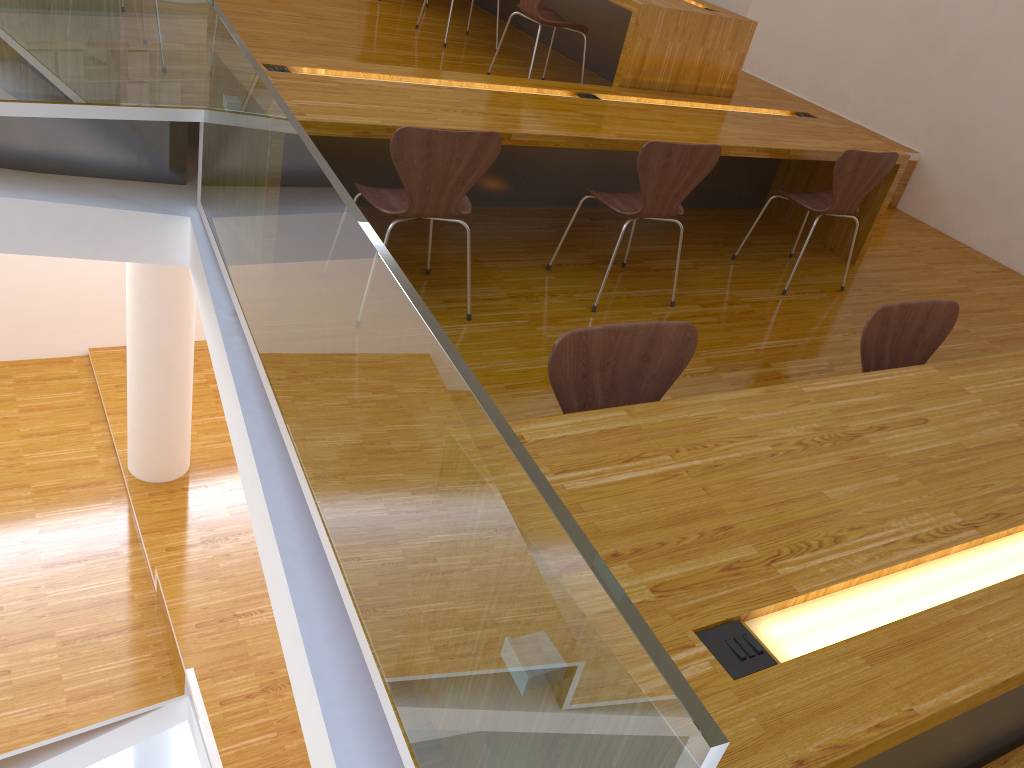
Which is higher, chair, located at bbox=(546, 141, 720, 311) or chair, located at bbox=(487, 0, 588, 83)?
chair, located at bbox=(487, 0, 588, 83)

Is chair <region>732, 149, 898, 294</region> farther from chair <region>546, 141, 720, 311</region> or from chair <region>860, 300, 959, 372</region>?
chair <region>860, 300, 959, 372</region>

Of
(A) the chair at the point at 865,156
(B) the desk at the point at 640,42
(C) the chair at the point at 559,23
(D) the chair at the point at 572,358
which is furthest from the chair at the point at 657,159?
(D) the chair at the point at 572,358

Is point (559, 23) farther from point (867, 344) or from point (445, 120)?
point (867, 344)

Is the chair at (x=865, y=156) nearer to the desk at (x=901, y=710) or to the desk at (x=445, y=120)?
the desk at (x=445, y=120)

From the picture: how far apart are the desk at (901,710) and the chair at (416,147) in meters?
1.3

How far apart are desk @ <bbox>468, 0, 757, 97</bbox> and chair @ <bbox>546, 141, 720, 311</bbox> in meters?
0.9 m

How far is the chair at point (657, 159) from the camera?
3.2m

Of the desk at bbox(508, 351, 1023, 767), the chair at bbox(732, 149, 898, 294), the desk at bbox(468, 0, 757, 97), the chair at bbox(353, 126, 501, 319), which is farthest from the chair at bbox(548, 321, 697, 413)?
the desk at bbox(468, 0, 757, 97)

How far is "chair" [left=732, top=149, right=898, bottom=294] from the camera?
3.8m
